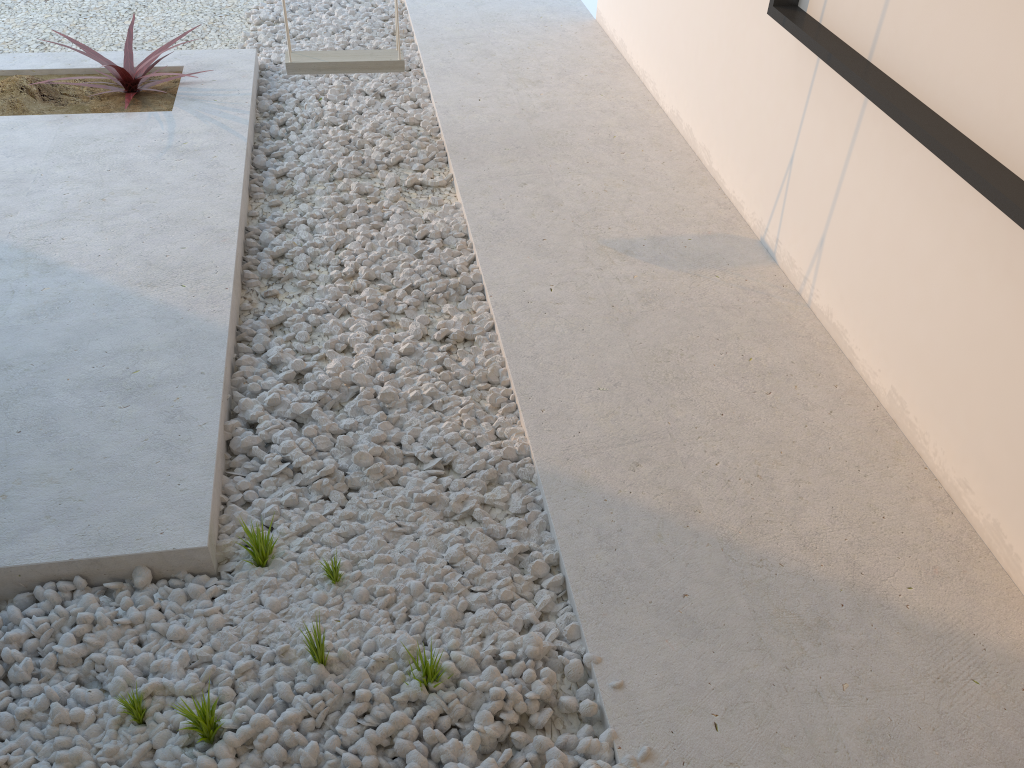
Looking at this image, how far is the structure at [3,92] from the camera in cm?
393

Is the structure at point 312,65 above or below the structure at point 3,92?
above

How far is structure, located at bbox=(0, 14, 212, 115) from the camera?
3.9m

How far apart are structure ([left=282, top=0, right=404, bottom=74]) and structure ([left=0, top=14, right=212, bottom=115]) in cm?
63

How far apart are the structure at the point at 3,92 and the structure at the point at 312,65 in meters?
0.6

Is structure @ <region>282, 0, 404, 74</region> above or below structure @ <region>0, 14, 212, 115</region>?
above

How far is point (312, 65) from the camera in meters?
3.6 m

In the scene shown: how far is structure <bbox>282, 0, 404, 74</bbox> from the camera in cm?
356

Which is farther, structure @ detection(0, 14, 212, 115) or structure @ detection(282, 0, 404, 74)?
structure @ detection(0, 14, 212, 115)
